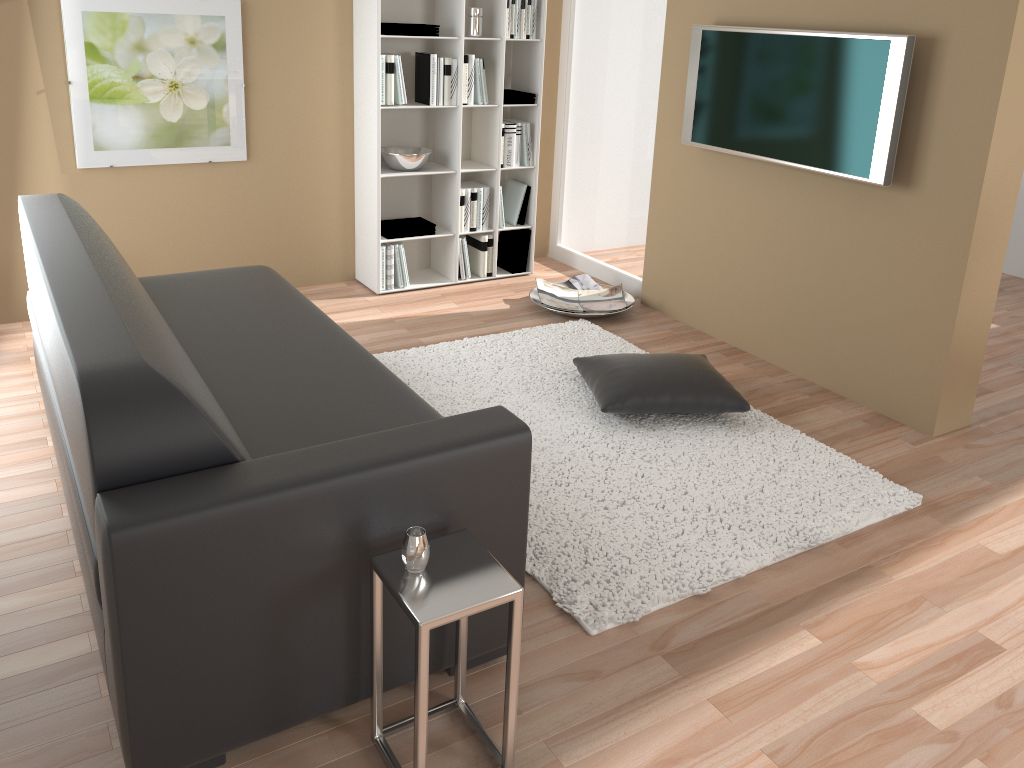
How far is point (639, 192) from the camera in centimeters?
496cm

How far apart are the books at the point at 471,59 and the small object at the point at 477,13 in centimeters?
12cm

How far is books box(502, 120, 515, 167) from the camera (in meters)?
4.99

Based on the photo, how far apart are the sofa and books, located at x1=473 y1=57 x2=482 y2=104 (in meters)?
1.79

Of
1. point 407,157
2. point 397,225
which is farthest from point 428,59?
point 397,225

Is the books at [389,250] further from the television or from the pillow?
the television

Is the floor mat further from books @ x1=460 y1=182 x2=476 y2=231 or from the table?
books @ x1=460 y1=182 x2=476 y2=231

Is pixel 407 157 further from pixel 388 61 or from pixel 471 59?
pixel 471 59

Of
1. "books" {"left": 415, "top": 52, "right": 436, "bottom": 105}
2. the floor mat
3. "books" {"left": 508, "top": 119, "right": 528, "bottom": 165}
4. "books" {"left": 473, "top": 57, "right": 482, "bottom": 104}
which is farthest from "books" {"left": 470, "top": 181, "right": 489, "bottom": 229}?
the floor mat

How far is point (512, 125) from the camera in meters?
5.0
